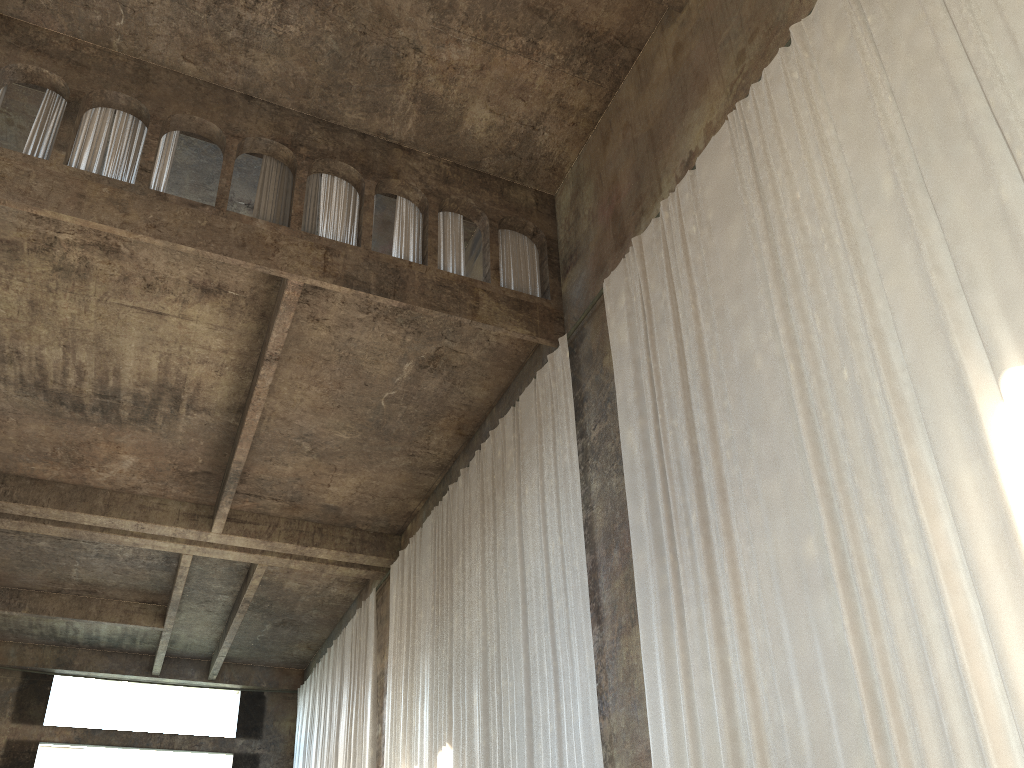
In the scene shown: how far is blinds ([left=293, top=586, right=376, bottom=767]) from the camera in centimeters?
1673cm

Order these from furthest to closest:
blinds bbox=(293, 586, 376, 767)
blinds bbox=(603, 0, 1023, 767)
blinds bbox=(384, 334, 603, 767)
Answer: blinds bbox=(293, 586, 376, 767) < blinds bbox=(384, 334, 603, 767) < blinds bbox=(603, 0, 1023, 767)

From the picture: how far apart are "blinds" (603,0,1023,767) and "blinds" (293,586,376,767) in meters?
9.7 m

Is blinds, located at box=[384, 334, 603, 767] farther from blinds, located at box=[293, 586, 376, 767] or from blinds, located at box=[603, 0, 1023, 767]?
blinds, located at box=[293, 586, 376, 767]

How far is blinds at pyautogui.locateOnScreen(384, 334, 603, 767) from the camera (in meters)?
9.54

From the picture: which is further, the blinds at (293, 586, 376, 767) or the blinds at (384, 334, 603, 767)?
the blinds at (293, 586, 376, 767)

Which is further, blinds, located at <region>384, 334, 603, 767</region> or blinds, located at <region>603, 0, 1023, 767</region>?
blinds, located at <region>384, 334, 603, 767</region>

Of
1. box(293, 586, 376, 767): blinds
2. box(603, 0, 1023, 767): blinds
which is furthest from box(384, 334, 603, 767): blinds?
box(293, 586, 376, 767): blinds

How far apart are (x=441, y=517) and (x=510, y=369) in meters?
3.1

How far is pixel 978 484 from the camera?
5.2m
